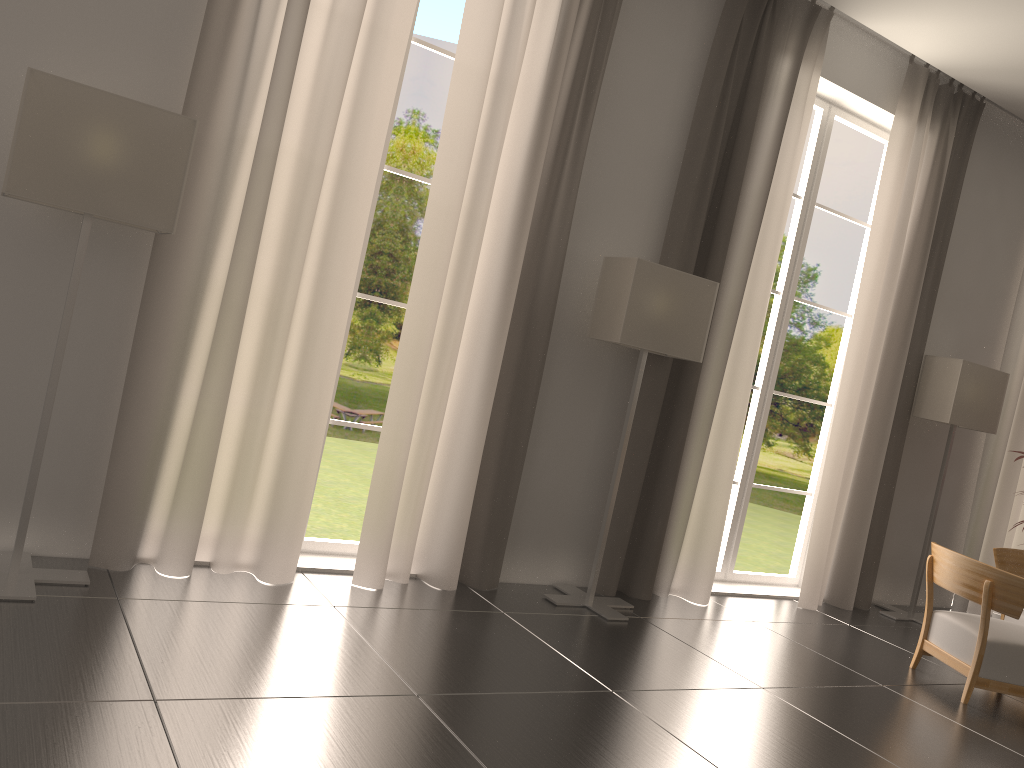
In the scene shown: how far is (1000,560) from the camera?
9.5m

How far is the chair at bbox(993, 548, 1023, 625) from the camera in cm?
951

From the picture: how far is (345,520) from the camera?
18.9m

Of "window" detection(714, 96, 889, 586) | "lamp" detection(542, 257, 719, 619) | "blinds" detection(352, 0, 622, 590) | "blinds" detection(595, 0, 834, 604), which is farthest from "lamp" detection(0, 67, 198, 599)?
"window" detection(714, 96, 889, 586)

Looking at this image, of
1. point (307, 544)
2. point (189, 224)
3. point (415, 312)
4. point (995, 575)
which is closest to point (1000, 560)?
point (995, 575)

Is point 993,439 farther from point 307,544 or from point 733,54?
point 307,544

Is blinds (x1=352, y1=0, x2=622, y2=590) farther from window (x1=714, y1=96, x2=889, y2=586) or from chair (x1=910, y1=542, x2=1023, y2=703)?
chair (x1=910, y1=542, x2=1023, y2=703)

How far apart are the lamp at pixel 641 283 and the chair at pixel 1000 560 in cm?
418

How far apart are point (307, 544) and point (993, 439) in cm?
920

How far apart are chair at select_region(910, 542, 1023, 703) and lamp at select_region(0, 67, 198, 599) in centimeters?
709cm
